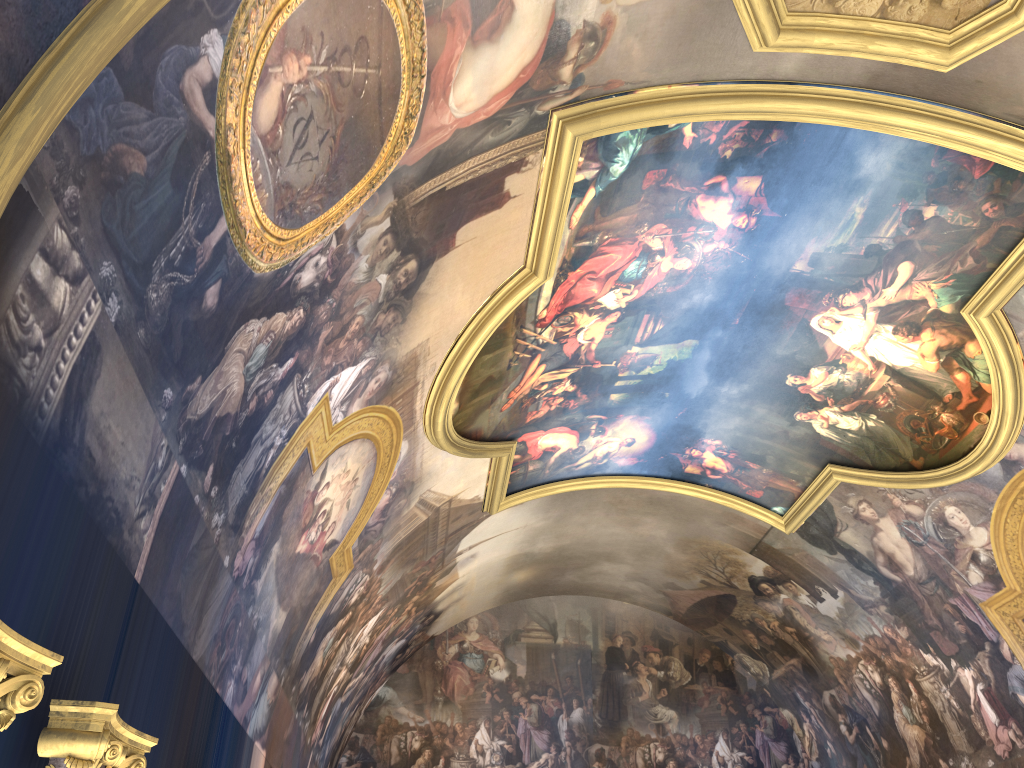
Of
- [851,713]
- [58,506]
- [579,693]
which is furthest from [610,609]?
[58,506]

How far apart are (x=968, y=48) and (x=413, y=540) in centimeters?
1068cm

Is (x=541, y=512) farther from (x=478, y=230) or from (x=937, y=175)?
(x=937, y=175)

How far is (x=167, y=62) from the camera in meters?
4.9 m
